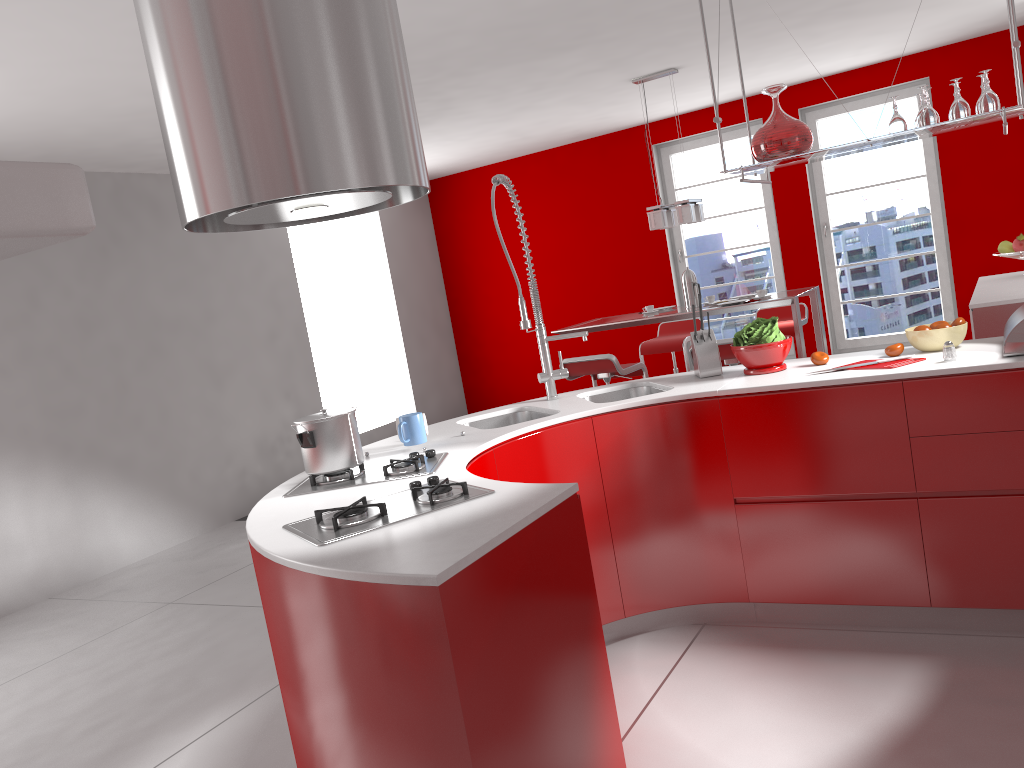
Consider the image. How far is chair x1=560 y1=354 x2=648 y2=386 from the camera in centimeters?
548cm

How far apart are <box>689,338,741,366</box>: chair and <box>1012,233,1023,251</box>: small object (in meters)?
1.88

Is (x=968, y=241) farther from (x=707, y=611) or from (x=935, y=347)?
(x=707, y=611)

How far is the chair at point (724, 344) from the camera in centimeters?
507cm

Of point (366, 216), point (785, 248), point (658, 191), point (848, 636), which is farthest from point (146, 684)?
point (785, 248)

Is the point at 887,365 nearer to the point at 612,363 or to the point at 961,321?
the point at 961,321

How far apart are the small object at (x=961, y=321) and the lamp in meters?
3.0

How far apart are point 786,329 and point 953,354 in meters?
3.7 m

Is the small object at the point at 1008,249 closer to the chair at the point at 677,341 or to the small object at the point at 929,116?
the chair at the point at 677,341

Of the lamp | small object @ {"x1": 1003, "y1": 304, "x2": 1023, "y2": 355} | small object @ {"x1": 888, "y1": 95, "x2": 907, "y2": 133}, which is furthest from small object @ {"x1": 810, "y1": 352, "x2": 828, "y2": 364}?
the lamp
